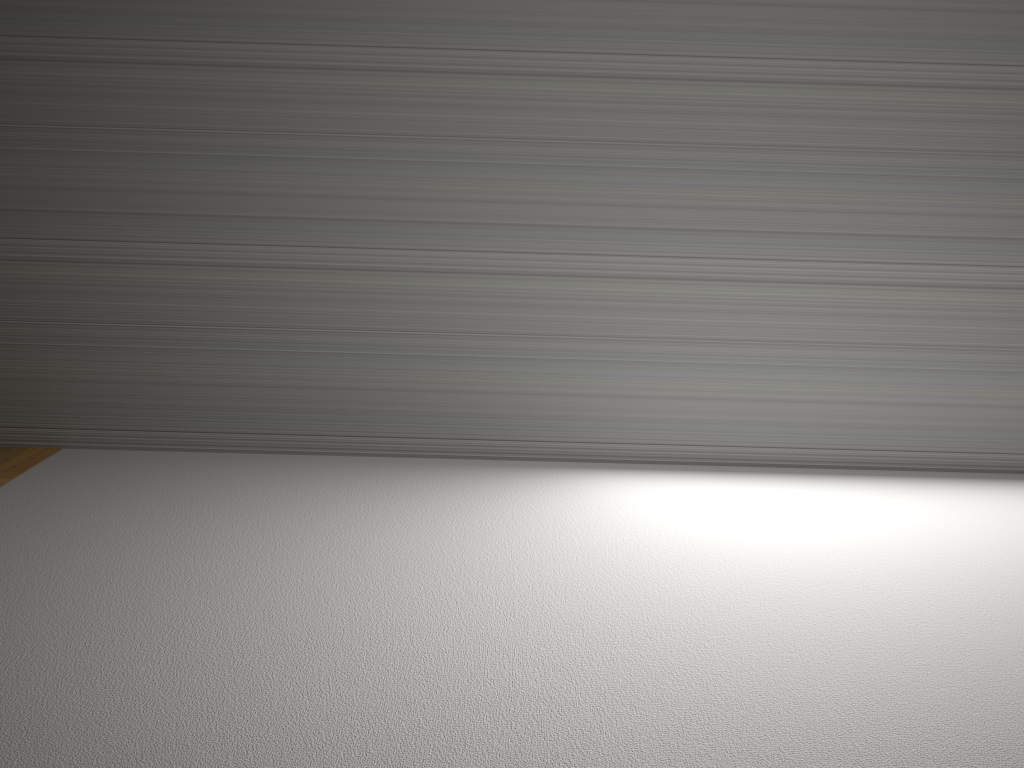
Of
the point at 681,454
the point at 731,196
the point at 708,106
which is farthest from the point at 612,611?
the point at 708,106
